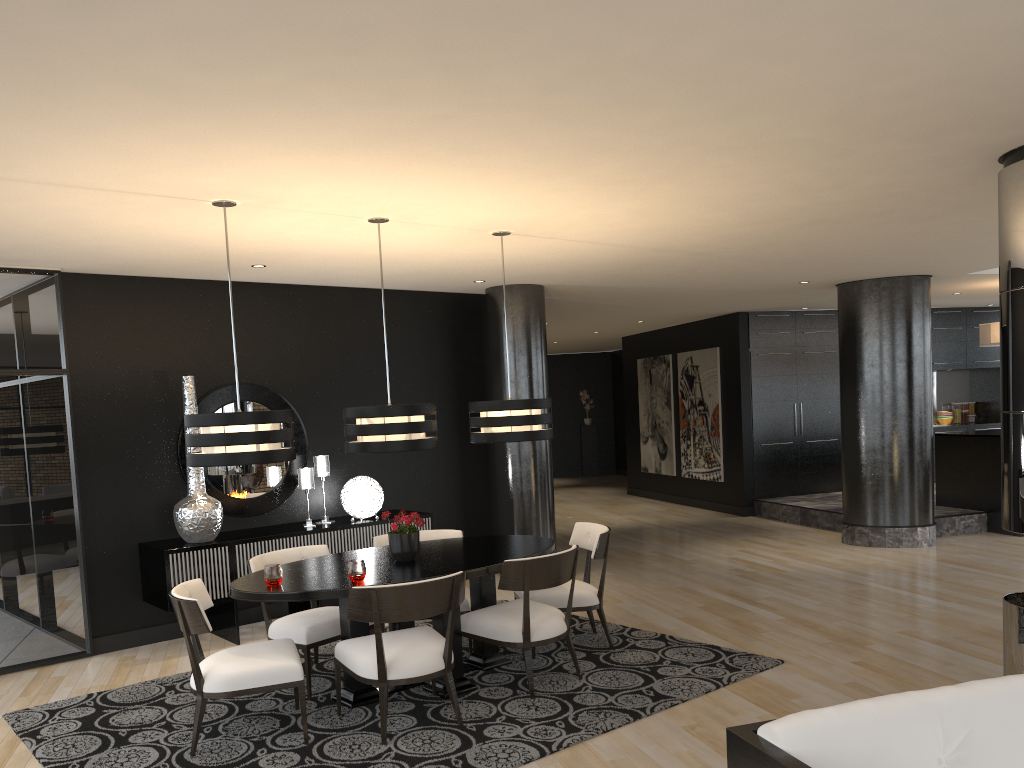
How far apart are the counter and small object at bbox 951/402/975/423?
3.77m

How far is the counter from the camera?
9.6 meters

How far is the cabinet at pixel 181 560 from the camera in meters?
6.1

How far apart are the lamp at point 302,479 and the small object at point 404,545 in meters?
2.0 m

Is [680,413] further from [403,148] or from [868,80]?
[868,80]

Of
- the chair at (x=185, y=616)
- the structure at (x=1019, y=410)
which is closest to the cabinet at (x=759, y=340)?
the structure at (x=1019, y=410)

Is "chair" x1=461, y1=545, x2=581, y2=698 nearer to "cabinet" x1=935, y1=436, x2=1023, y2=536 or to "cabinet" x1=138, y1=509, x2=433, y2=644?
"cabinet" x1=138, y1=509, x2=433, y2=644

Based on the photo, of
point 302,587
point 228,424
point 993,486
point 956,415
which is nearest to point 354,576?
point 302,587

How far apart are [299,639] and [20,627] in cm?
237

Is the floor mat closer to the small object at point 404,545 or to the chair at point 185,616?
the chair at point 185,616
